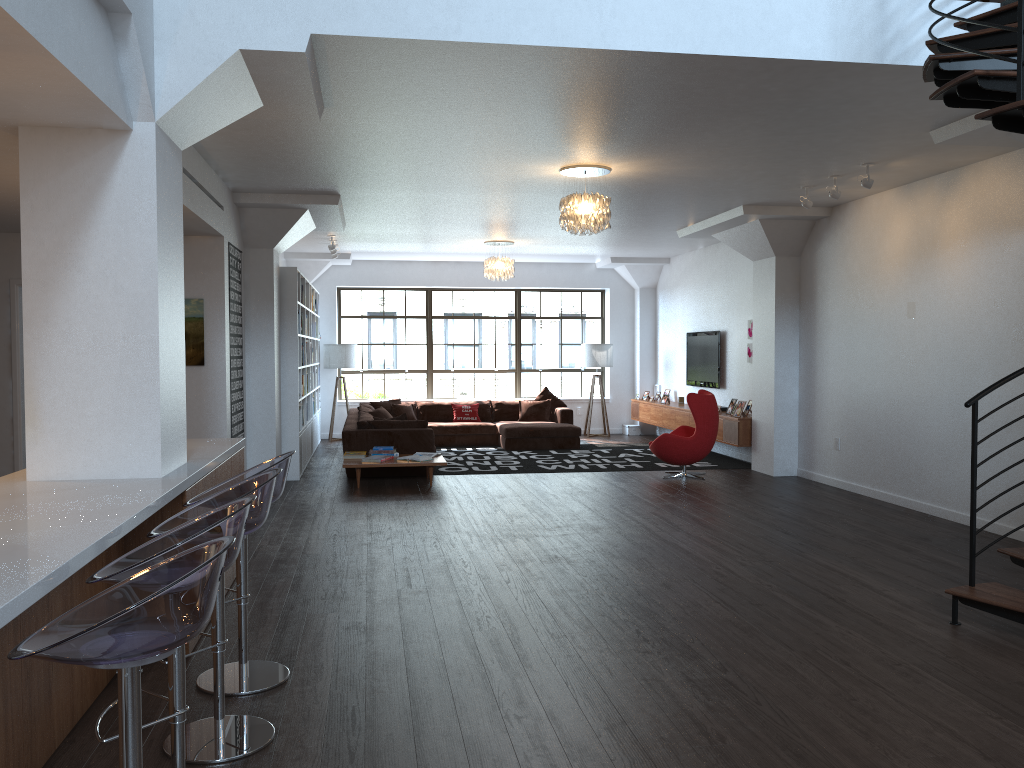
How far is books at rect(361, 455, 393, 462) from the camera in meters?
9.5

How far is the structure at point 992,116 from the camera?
3.56m

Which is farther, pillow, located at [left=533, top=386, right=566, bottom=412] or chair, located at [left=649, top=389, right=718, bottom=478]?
pillow, located at [left=533, top=386, right=566, bottom=412]

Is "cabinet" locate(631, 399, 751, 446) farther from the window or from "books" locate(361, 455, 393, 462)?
"books" locate(361, 455, 393, 462)

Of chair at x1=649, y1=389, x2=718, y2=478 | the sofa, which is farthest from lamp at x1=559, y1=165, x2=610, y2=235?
the sofa

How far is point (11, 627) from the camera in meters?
2.8

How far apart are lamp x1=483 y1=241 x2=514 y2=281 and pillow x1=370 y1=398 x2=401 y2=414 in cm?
279

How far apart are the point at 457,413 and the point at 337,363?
2.1m

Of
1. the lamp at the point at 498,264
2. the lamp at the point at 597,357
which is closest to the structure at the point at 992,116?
the lamp at the point at 498,264

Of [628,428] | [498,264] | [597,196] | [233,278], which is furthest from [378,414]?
[597,196]
